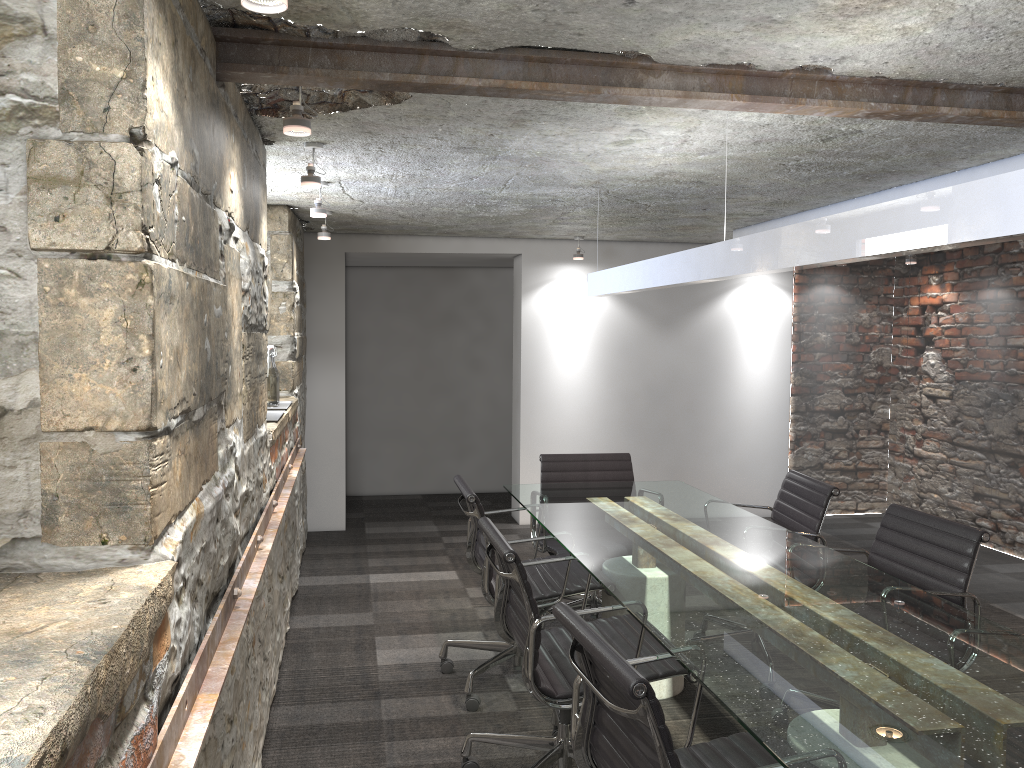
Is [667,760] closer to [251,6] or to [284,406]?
[251,6]

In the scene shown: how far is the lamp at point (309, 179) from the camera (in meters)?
3.27

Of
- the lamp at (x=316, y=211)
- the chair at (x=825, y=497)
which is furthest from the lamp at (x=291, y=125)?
the chair at (x=825, y=497)

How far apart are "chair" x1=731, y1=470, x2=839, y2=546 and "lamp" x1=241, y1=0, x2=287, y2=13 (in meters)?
2.84

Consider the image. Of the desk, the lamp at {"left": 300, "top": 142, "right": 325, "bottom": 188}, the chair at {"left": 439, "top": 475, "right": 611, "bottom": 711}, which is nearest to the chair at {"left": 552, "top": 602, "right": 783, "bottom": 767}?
the desk

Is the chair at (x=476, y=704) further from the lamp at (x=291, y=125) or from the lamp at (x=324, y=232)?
the lamp at (x=324, y=232)

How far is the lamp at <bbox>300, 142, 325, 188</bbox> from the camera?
3.3 meters

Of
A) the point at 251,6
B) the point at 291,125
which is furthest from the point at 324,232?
the point at 251,6

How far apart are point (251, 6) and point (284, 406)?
3.07m

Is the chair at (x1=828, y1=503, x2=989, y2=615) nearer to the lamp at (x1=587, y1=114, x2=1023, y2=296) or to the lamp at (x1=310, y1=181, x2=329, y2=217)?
the lamp at (x1=587, y1=114, x2=1023, y2=296)
